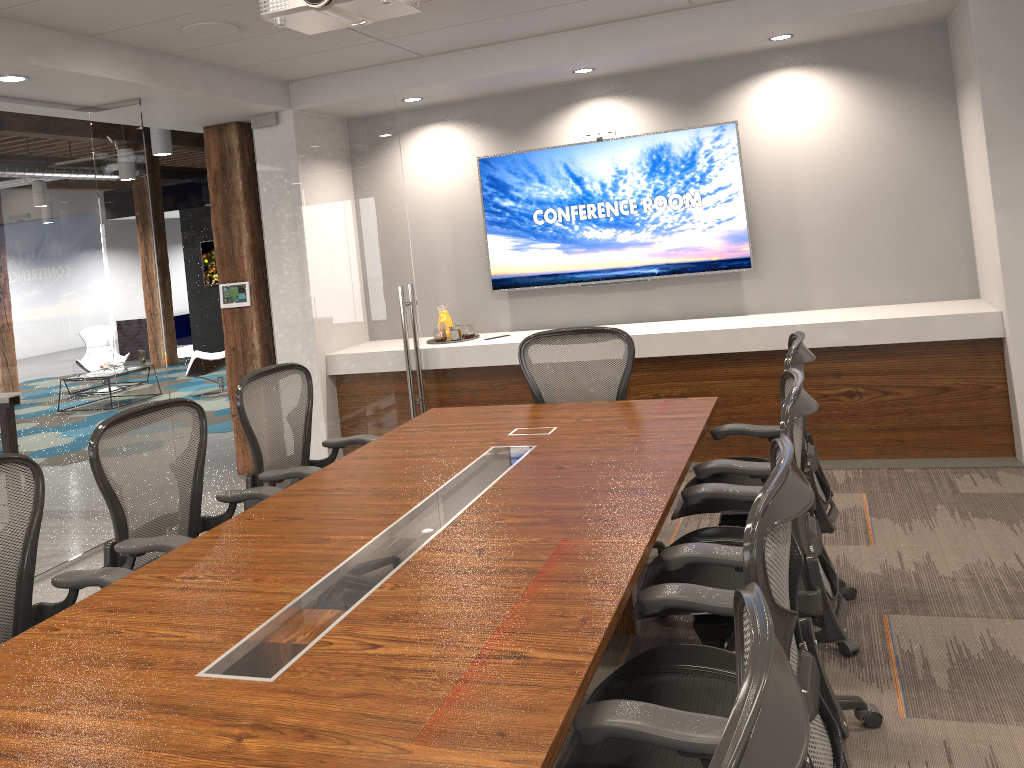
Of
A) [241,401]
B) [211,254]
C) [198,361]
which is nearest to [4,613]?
[241,401]

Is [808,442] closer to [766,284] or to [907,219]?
[766,284]

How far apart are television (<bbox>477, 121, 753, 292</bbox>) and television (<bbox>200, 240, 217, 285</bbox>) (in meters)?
10.22

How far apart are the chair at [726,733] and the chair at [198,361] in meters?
10.1

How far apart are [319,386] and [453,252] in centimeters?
142cm

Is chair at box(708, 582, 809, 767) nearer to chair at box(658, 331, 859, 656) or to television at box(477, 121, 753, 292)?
chair at box(658, 331, 859, 656)

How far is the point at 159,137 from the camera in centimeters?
899cm

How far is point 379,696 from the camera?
1.73m

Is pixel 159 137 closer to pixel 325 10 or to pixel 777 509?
pixel 325 10

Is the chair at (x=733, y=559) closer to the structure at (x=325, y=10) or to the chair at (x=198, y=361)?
the structure at (x=325, y=10)
